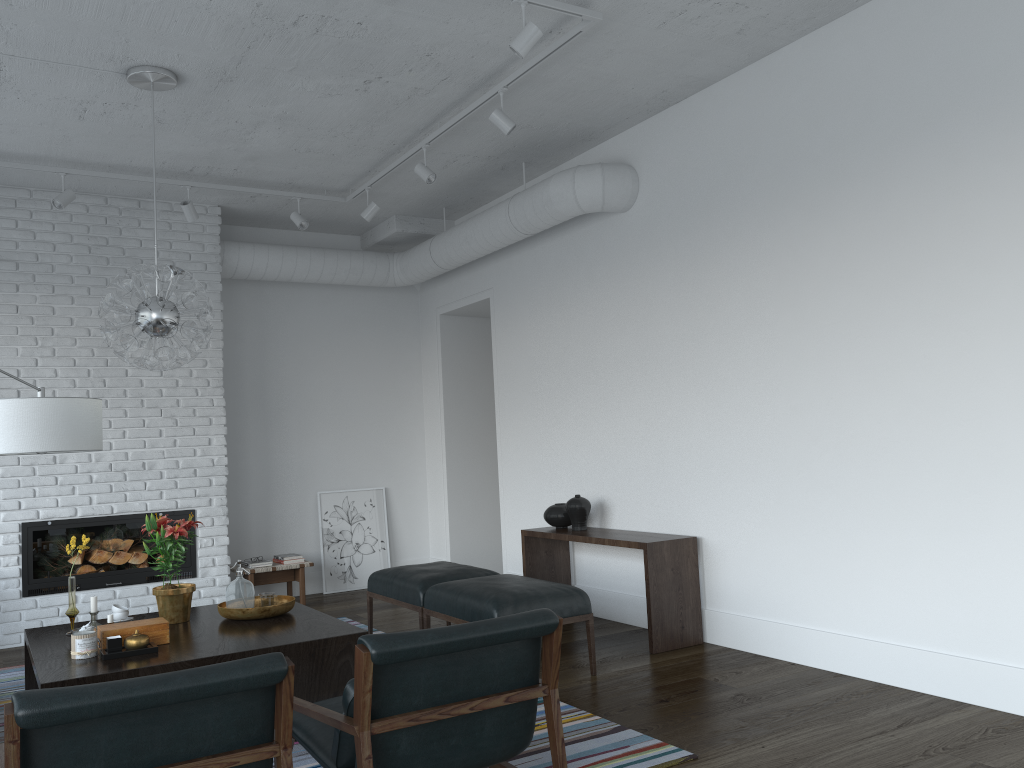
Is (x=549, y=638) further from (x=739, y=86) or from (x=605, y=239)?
(x=605, y=239)

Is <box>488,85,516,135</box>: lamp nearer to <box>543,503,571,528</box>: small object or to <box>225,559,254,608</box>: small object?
<box>543,503,571,528</box>: small object

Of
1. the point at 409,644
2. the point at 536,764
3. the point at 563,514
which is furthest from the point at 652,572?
the point at 409,644

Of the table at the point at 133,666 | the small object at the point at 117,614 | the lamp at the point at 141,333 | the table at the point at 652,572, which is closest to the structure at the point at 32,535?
the table at the point at 133,666

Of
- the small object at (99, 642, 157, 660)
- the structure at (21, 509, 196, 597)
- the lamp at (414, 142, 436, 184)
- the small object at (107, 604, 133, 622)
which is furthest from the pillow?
the structure at (21, 509, 196, 597)

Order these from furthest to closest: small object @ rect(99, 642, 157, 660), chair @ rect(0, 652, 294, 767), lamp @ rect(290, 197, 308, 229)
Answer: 1. lamp @ rect(290, 197, 308, 229)
2. small object @ rect(99, 642, 157, 660)
3. chair @ rect(0, 652, 294, 767)

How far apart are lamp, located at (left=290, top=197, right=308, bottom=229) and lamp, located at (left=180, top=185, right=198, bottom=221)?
0.7 meters

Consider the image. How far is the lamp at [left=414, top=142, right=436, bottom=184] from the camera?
5.6 meters

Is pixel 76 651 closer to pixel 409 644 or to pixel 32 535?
pixel 409 644

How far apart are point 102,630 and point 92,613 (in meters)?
0.57
